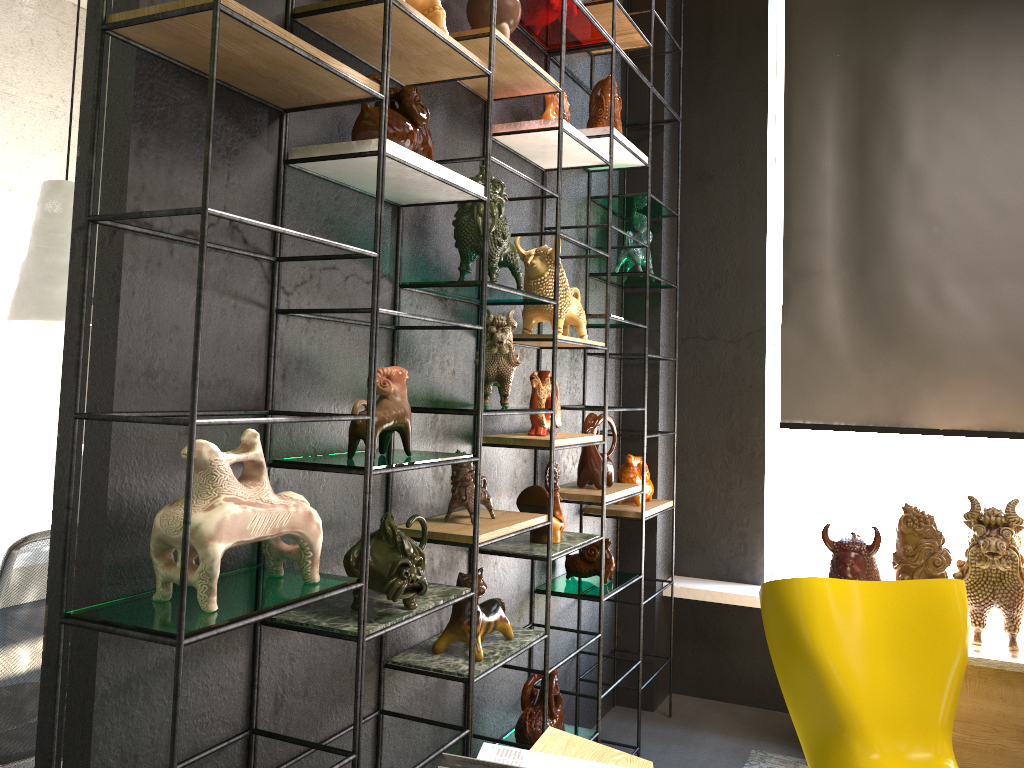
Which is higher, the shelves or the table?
the shelves

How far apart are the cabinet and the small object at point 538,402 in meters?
1.8 m

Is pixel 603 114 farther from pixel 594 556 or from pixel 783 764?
pixel 783 764

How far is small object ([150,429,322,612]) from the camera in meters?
1.5 m

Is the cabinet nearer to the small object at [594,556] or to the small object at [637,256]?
the small object at [594,556]

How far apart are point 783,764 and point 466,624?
1.9m

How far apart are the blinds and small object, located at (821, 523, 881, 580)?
0.7m

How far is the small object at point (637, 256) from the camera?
3.81m

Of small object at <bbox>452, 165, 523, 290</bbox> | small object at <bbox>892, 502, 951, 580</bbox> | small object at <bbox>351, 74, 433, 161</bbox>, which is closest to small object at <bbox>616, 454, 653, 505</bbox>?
small object at <bbox>892, 502, 951, 580</bbox>

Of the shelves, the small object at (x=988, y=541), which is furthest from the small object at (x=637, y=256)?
the small object at (x=988, y=541)
